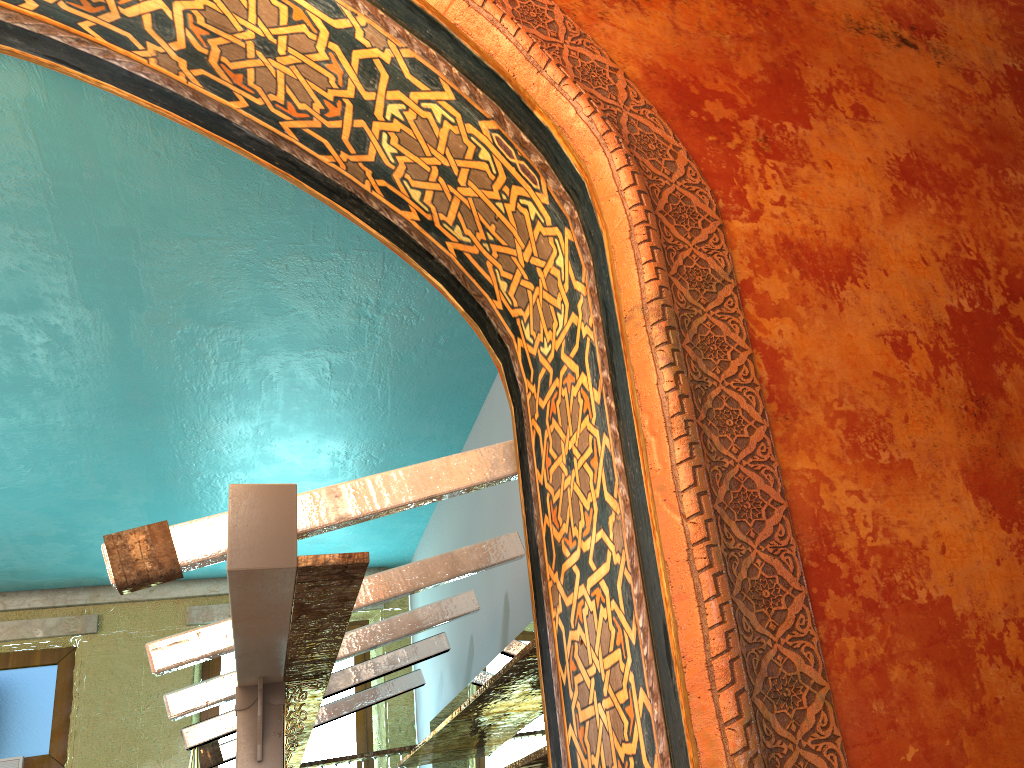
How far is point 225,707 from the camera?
8.77m

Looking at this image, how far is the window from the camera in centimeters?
877cm

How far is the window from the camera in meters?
8.8
